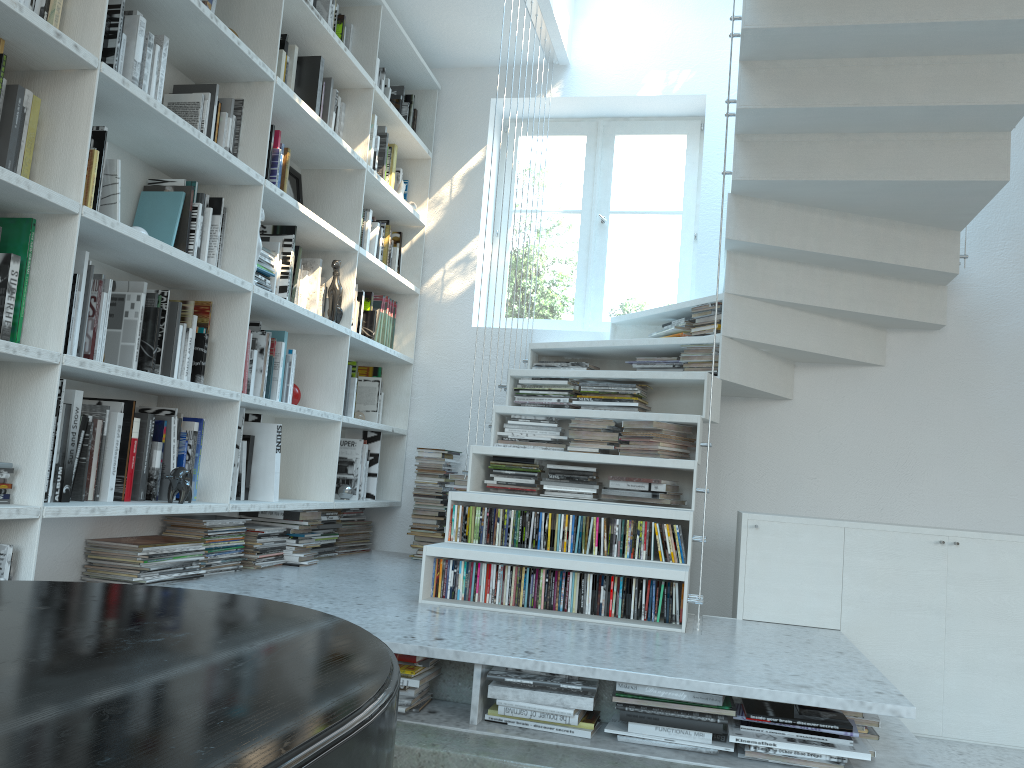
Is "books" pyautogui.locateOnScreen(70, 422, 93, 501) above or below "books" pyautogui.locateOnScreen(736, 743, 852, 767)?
above

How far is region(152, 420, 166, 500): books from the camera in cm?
275

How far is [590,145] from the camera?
4.82m

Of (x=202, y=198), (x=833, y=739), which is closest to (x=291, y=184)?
(x=202, y=198)

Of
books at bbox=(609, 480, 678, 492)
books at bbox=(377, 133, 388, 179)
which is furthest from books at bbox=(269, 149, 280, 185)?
books at bbox=(609, 480, 678, 492)

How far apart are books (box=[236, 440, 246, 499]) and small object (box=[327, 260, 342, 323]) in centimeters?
81cm

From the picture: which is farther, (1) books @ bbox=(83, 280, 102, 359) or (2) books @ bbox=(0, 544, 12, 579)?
(1) books @ bbox=(83, 280, 102, 359)

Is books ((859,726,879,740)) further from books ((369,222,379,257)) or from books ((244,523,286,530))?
books ((369,222,379,257))

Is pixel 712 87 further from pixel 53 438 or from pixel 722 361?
pixel 53 438

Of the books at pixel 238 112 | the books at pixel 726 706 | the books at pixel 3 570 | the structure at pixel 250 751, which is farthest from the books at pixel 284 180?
the books at pixel 726 706
